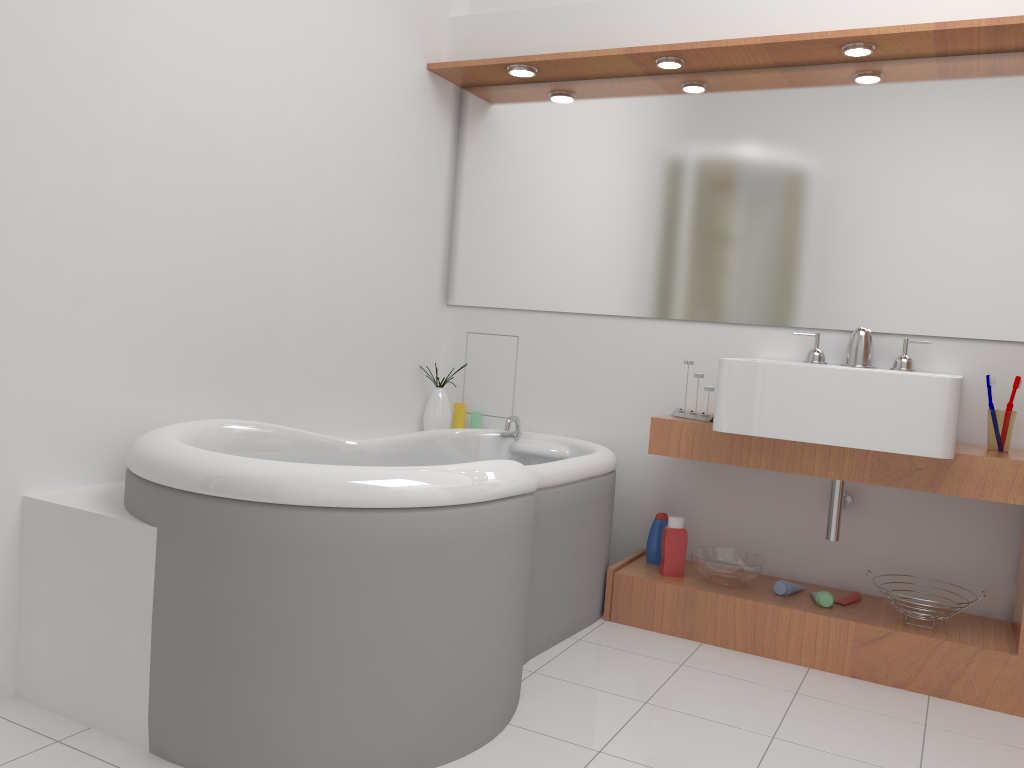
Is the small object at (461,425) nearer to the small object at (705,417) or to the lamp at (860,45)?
the small object at (705,417)

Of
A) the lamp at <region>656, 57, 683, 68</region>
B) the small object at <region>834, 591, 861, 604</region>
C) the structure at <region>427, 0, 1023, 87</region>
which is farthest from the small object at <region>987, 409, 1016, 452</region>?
the lamp at <region>656, 57, 683, 68</region>

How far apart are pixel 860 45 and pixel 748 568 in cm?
168

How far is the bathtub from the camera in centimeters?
180cm

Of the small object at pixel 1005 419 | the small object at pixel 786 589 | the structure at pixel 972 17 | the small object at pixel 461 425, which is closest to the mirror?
the structure at pixel 972 17

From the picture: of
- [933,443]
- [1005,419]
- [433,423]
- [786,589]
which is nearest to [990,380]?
[1005,419]

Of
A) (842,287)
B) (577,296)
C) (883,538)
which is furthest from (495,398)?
(883,538)

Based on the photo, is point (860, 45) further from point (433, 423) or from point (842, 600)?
point (433, 423)

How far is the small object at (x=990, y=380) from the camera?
2.7m

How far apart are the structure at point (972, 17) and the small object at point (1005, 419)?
1.1m
